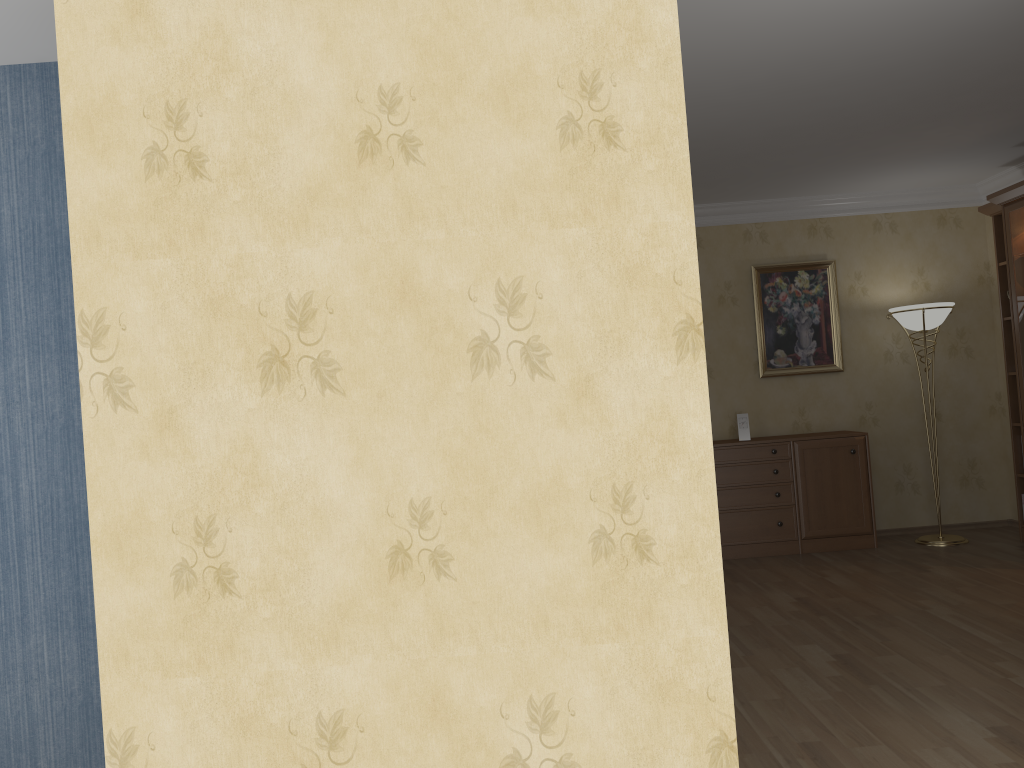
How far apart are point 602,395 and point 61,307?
2.17m

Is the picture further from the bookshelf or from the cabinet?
the bookshelf

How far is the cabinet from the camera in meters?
6.3 m

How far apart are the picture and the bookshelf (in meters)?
1.05

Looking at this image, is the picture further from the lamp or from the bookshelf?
the bookshelf

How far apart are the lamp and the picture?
0.4 meters

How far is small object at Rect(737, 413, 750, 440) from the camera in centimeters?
646cm

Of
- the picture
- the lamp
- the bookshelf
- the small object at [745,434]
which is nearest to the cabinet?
the small object at [745,434]

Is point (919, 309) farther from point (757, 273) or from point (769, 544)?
point (769, 544)

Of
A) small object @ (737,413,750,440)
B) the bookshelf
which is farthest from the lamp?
small object @ (737,413,750,440)
